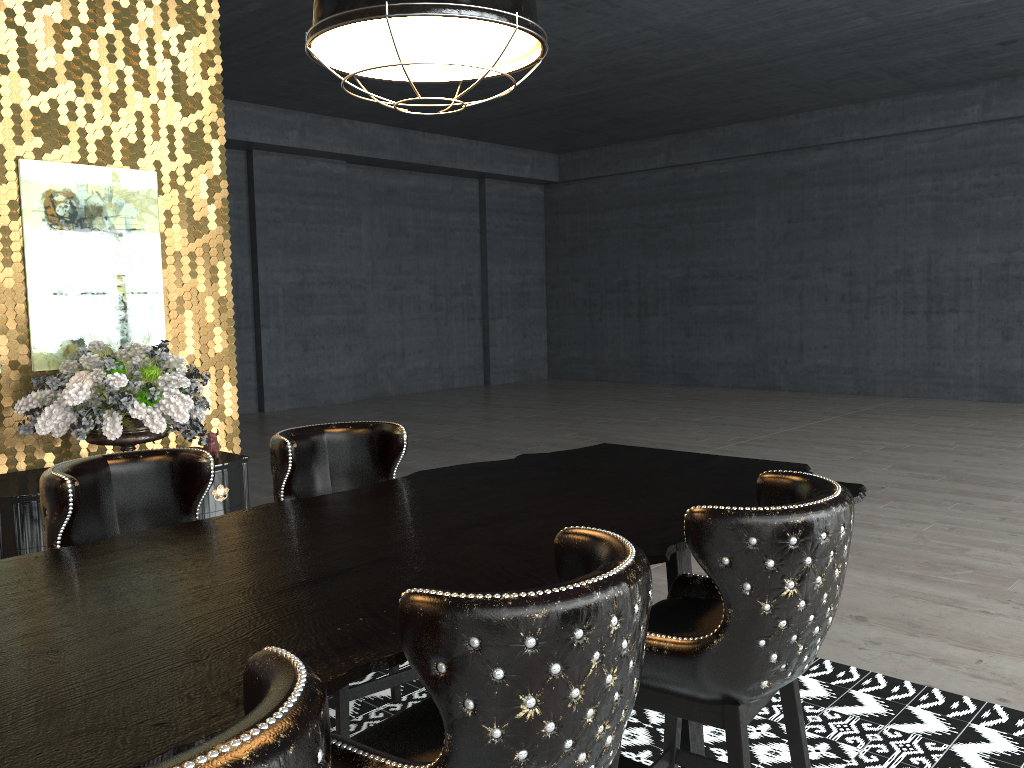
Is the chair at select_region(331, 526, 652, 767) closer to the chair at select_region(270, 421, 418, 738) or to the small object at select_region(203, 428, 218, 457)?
the chair at select_region(270, 421, 418, 738)

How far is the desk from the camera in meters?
1.4 m

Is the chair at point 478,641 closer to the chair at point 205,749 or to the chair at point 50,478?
the chair at point 205,749

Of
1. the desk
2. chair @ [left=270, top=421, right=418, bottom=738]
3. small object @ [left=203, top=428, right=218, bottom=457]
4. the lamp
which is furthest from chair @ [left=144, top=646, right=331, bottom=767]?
small object @ [left=203, top=428, right=218, bottom=457]

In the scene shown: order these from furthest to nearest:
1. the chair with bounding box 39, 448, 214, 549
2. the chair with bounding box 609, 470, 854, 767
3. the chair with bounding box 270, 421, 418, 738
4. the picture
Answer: the picture, the chair with bounding box 270, 421, 418, 738, the chair with bounding box 39, 448, 214, 549, the chair with bounding box 609, 470, 854, 767

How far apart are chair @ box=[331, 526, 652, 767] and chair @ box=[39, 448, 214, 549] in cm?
120

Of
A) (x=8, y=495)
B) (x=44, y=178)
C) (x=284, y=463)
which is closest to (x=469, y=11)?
(x=284, y=463)

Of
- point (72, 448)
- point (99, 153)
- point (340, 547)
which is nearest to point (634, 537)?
point (340, 547)

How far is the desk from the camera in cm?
135

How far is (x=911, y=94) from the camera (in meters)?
12.49
